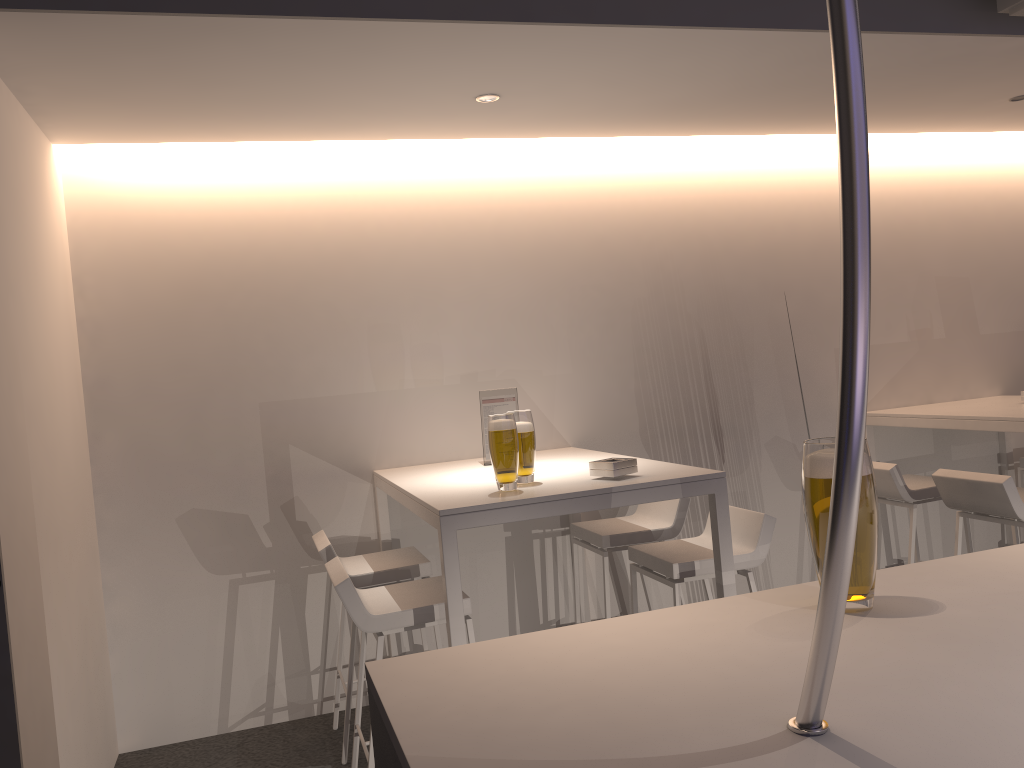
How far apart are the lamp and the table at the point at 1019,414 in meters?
2.7 m

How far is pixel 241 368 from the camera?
4.00m

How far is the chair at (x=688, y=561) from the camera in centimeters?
323cm

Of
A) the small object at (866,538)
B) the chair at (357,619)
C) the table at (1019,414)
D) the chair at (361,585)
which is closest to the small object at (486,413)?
the chair at (361,585)

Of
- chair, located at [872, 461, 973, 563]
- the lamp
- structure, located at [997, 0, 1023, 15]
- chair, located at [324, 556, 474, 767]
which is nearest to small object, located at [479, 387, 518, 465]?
chair, located at [324, 556, 474, 767]

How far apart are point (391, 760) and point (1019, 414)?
3.85m

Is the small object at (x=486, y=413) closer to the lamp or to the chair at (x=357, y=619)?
the chair at (x=357, y=619)

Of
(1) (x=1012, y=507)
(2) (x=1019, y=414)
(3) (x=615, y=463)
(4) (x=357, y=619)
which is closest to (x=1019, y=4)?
(2) (x=1019, y=414)

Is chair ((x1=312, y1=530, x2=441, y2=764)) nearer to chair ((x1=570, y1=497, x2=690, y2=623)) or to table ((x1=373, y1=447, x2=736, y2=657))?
table ((x1=373, y1=447, x2=736, y2=657))

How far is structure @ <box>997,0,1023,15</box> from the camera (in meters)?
3.13
